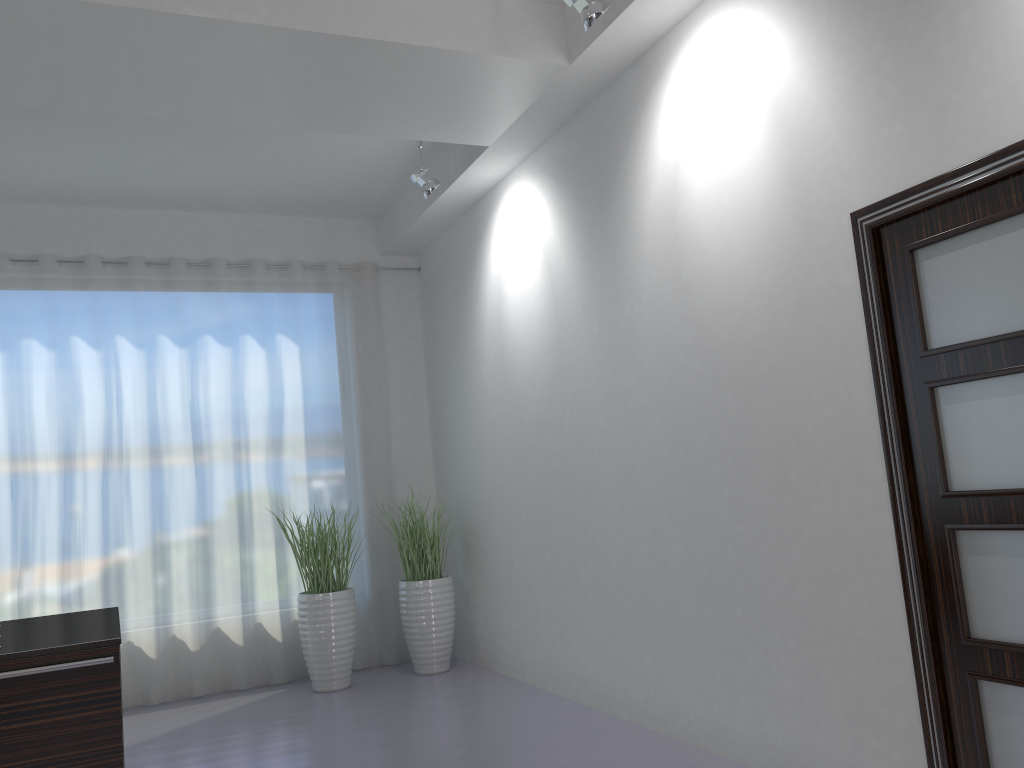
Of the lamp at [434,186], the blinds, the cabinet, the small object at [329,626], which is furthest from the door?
the blinds

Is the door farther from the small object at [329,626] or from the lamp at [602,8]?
the small object at [329,626]

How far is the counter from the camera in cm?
287

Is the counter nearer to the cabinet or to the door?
the cabinet

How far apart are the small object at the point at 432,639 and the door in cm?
374

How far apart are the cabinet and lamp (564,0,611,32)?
2.8 meters

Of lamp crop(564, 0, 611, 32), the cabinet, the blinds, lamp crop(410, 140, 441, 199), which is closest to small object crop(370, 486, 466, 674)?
the blinds

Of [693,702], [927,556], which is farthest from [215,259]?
[927,556]

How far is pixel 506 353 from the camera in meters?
5.7

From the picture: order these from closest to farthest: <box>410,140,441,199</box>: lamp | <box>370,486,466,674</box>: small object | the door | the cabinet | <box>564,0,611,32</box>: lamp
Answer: the door, the cabinet, <box>564,0,611,32</box>: lamp, <box>410,140,441,199</box>: lamp, <box>370,486,466,674</box>: small object
